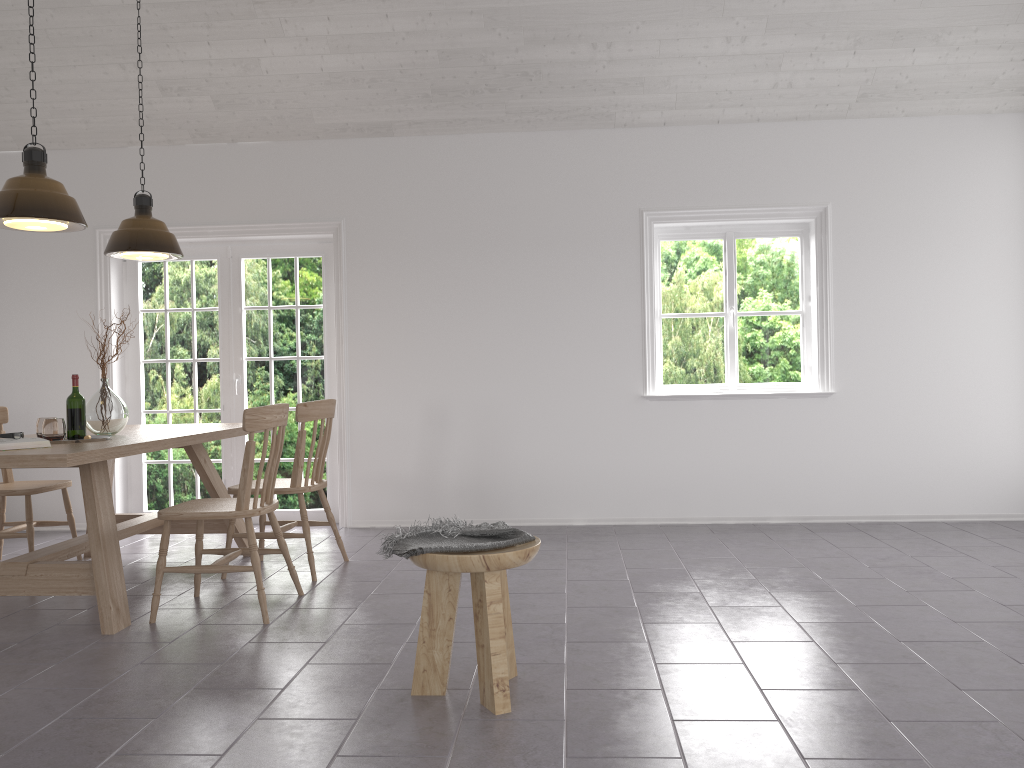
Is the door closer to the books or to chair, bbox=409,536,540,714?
the books

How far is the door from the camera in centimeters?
625cm

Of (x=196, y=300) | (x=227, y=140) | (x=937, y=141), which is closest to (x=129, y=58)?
(x=227, y=140)

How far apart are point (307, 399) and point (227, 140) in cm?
185

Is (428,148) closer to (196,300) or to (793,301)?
(196,300)

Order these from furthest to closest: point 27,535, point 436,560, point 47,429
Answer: point 27,535 → point 47,429 → point 436,560

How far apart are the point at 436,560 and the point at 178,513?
1.59m

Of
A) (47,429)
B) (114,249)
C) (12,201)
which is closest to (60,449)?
(47,429)

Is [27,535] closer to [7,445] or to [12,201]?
[7,445]

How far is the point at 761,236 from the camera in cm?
603
